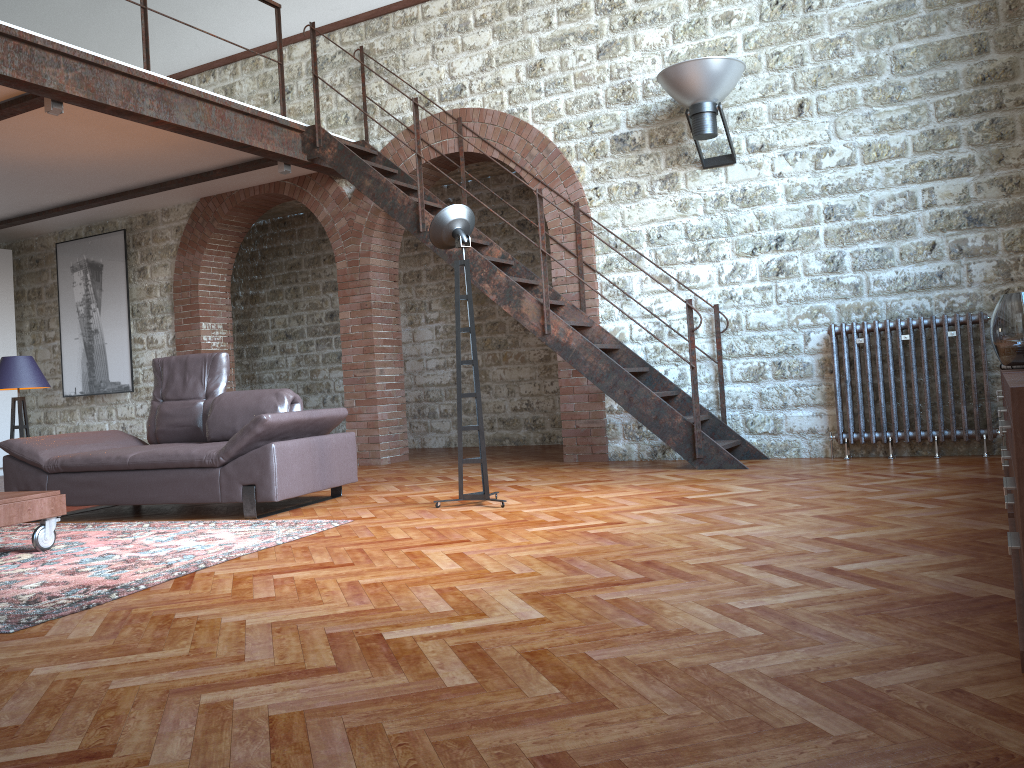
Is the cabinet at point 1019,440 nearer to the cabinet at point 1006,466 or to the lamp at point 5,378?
the cabinet at point 1006,466

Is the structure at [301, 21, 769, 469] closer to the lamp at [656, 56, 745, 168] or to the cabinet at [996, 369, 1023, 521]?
the lamp at [656, 56, 745, 168]

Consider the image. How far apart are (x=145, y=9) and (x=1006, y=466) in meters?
6.3 m

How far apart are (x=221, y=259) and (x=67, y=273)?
2.15m

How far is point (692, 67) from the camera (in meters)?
6.31

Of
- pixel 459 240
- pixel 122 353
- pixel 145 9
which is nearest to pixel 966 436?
pixel 459 240

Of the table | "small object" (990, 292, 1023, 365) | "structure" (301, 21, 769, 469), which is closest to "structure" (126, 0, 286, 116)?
"structure" (301, 21, 769, 469)

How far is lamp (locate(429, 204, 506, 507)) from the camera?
5.1 meters

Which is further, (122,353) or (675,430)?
(122,353)

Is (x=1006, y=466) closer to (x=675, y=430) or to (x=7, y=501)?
(x=675, y=430)
